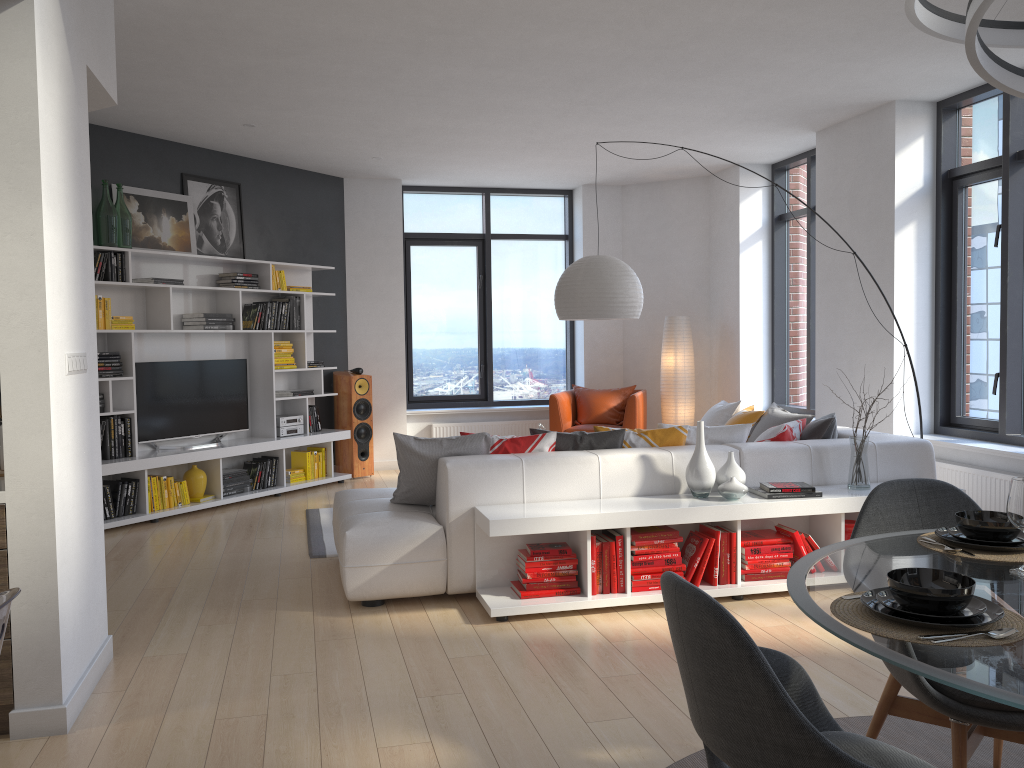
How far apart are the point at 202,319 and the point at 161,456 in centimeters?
121cm

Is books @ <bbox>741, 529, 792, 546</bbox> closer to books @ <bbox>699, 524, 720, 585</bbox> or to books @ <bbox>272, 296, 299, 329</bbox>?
books @ <bbox>699, 524, 720, 585</bbox>

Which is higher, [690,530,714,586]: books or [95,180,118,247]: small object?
[95,180,118,247]: small object

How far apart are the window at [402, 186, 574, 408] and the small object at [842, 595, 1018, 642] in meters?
8.2

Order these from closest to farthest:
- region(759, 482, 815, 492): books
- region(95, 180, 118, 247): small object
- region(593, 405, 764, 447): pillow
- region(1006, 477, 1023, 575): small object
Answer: region(1006, 477, 1023, 575): small object < region(759, 482, 815, 492): books < region(593, 405, 764, 447): pillow < region(95, 180, 118, 247): small object

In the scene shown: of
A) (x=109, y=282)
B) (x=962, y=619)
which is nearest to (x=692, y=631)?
(x=962, y=619)

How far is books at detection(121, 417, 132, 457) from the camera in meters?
6.6 m

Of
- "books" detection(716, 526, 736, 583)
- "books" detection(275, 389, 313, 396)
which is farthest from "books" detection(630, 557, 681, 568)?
"books" detection(275, 389, 313, 396)

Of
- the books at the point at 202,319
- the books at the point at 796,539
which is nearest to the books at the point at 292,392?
the books at the point at 202,319

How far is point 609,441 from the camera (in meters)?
4.92
